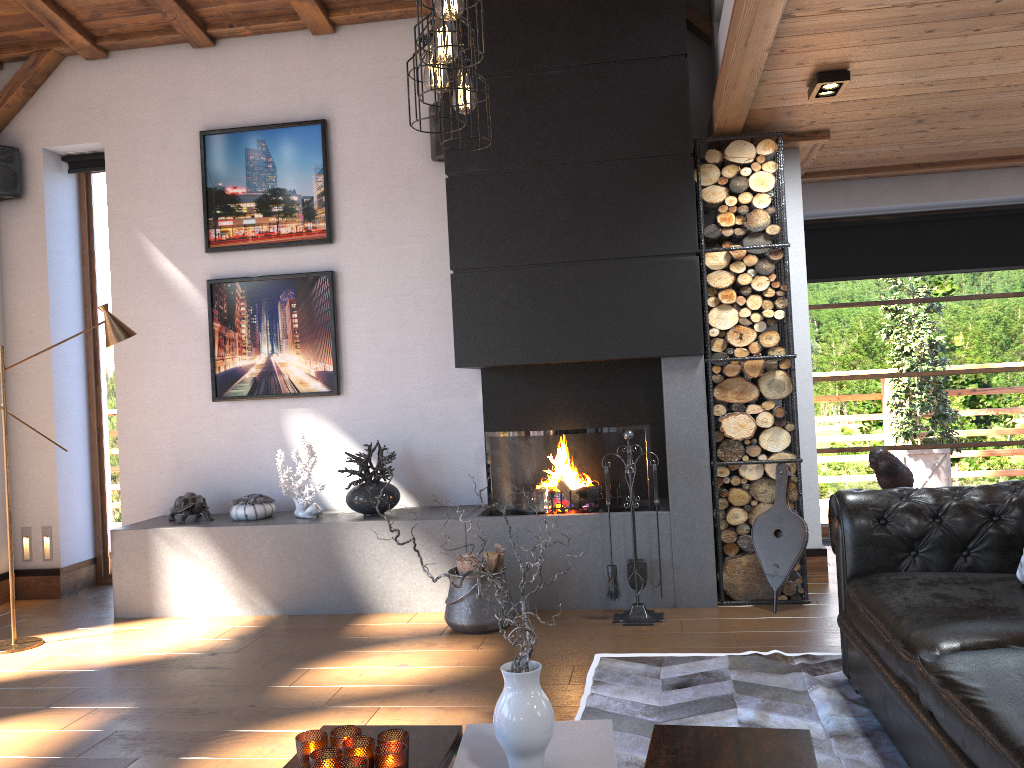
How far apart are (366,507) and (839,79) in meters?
3.5

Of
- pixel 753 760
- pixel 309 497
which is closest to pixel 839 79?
pixel 753 760

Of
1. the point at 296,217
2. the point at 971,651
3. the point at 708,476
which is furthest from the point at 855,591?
the point at 296,217

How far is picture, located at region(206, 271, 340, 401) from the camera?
5.8 meters

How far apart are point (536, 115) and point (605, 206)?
0.7m

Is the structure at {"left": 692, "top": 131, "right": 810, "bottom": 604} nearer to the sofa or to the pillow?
the sofa

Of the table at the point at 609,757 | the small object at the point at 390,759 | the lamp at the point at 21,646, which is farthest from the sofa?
the lamp at the point at 21,646

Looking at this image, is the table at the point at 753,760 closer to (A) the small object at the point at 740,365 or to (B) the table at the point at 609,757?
(B) the table at the point at 609,757

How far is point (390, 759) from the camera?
2.1 meters

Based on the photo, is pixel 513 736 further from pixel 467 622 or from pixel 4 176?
pixel 4 176
